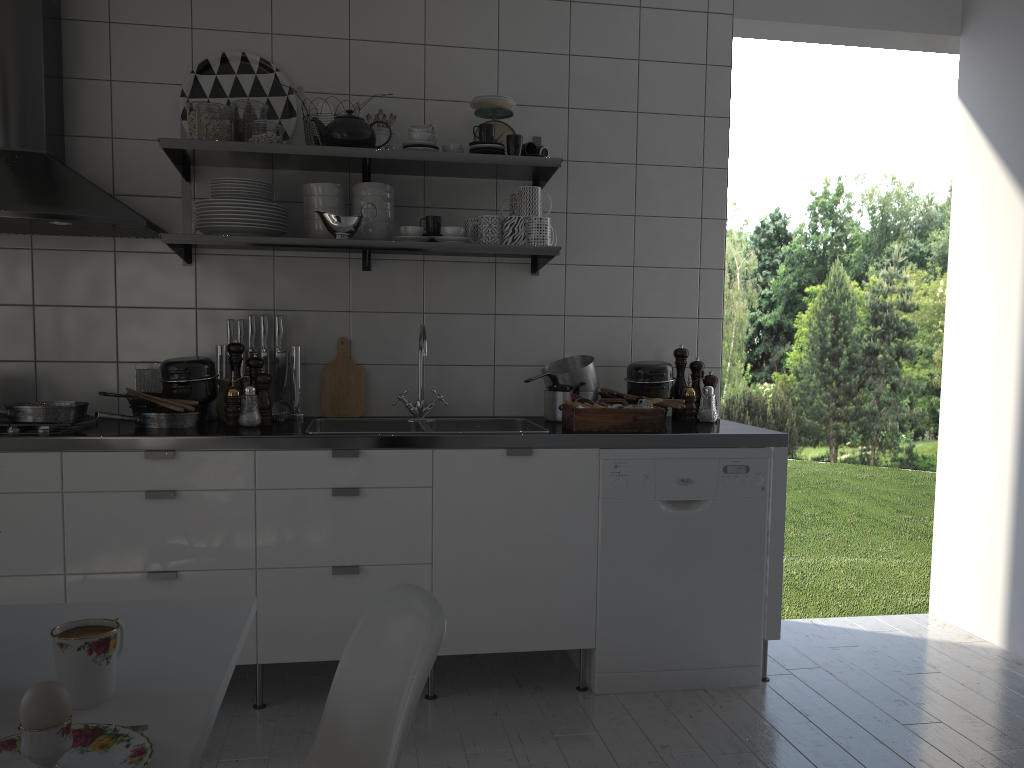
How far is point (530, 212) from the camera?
2.96m

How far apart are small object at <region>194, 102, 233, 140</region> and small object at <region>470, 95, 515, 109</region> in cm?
83

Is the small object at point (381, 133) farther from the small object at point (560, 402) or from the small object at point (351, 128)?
the small object at point (560, 402)

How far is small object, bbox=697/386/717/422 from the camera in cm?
321

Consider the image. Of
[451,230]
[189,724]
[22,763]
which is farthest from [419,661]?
[451,230]

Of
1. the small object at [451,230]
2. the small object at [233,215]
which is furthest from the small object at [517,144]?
the small object at [233,215]

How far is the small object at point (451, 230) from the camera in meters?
2.9 m

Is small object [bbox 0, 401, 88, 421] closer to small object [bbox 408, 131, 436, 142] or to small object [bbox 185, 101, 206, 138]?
small object [bbox 185, 101, 206, 138]

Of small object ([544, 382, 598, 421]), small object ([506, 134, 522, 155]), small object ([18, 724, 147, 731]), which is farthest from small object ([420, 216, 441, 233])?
small object ([18, 724, 147, 731])

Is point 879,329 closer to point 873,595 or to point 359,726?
point 873,595
